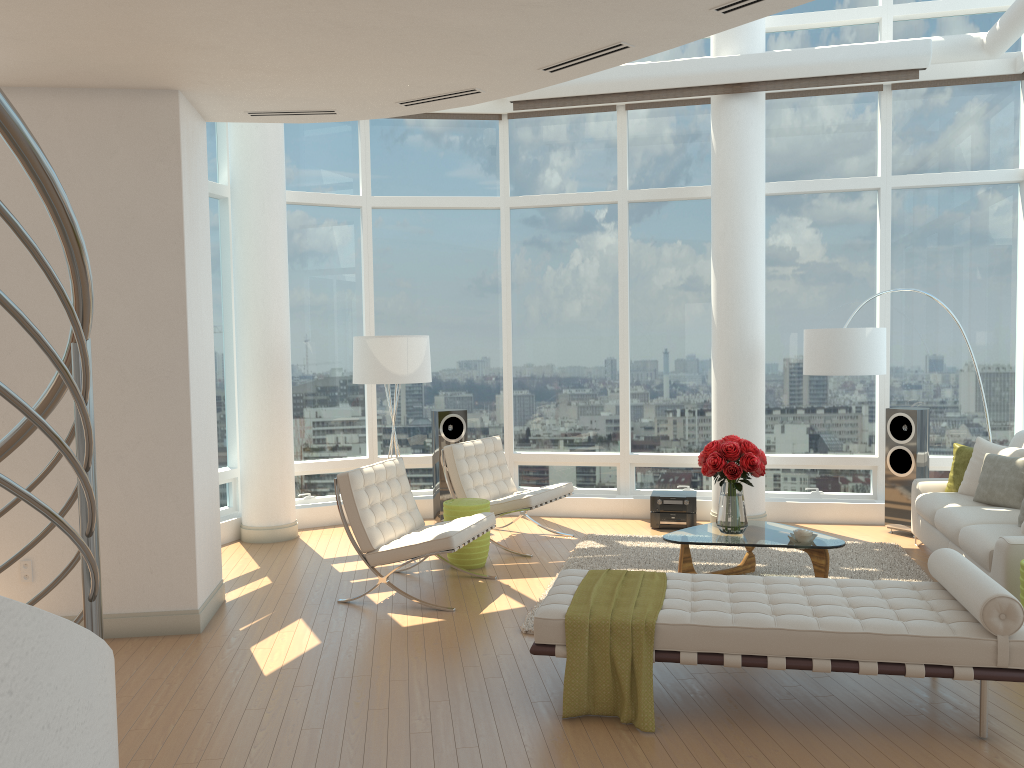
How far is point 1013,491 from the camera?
6.6 meters

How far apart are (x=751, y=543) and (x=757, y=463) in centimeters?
57cm

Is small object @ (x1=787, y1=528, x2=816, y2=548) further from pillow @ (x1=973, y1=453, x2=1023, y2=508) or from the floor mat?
pillow @ (x1=973, y1=453, x2=1023, y2=508)

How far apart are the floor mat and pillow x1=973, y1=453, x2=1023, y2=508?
0.7m

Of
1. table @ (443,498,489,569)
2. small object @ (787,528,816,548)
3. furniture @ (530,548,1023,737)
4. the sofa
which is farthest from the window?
furniture @ (530,548,1023,737)

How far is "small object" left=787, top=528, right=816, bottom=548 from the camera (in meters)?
6.08

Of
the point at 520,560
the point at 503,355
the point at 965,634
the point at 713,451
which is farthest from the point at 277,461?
the point at 965,634

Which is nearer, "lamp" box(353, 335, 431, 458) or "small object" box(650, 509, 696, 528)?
"lamp" box(353, 335, 431, 458)

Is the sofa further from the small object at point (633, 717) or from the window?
the small object at point (633, 717)

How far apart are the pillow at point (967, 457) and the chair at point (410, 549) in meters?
3.9
